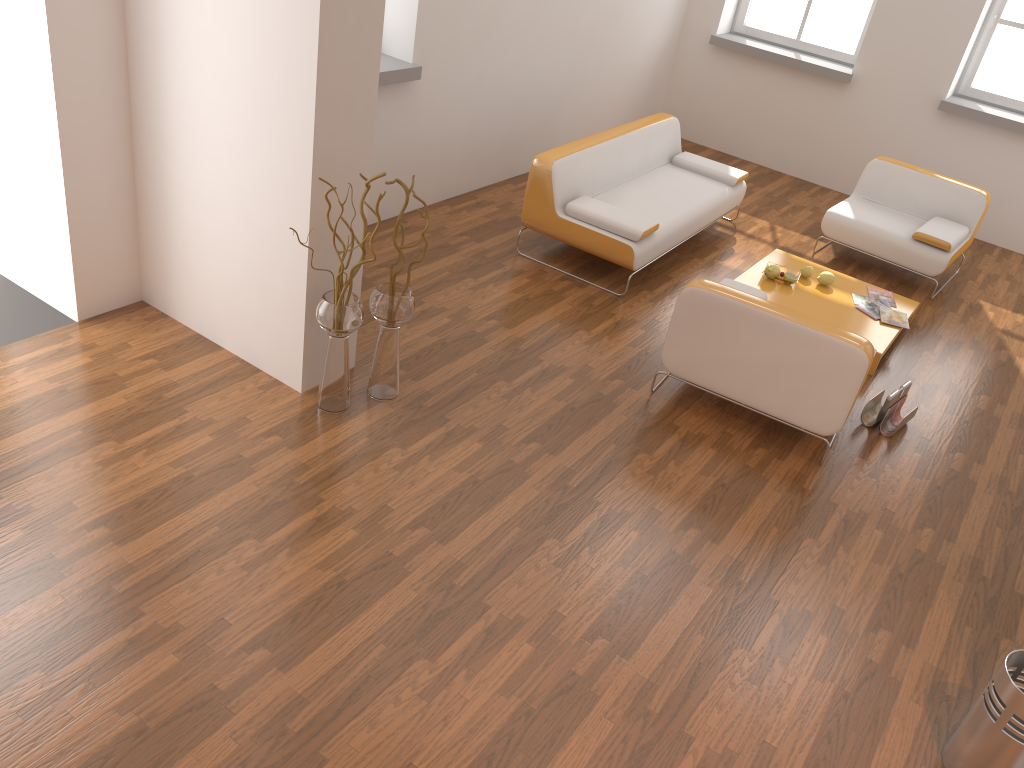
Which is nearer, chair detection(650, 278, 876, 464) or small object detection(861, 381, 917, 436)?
chair detection(650, 278, 876, 464)

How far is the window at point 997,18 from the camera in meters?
7.3

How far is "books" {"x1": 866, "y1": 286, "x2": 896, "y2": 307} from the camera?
5.7m

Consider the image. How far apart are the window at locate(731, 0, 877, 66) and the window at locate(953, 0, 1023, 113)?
0.93m

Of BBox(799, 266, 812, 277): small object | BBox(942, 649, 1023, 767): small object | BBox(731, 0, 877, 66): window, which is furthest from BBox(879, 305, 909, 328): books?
BBox(731, 0, 877, 66): window

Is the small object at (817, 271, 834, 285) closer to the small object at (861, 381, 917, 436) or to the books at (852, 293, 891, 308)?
the books at (852, 293, 891, 308)

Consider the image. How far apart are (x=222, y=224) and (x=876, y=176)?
5.0 meters

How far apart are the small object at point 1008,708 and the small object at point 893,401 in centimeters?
187cm

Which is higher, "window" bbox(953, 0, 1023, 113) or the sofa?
"window" bbox(953, 0, 1023, 113)

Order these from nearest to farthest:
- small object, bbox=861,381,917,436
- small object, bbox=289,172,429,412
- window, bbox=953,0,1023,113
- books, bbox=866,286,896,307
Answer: small object, bbox=289,172,429,412 < small object, bbox=861,381,917,436 < books, bbox=866,286,896,307 < window, bbox=953,0,1023,113
